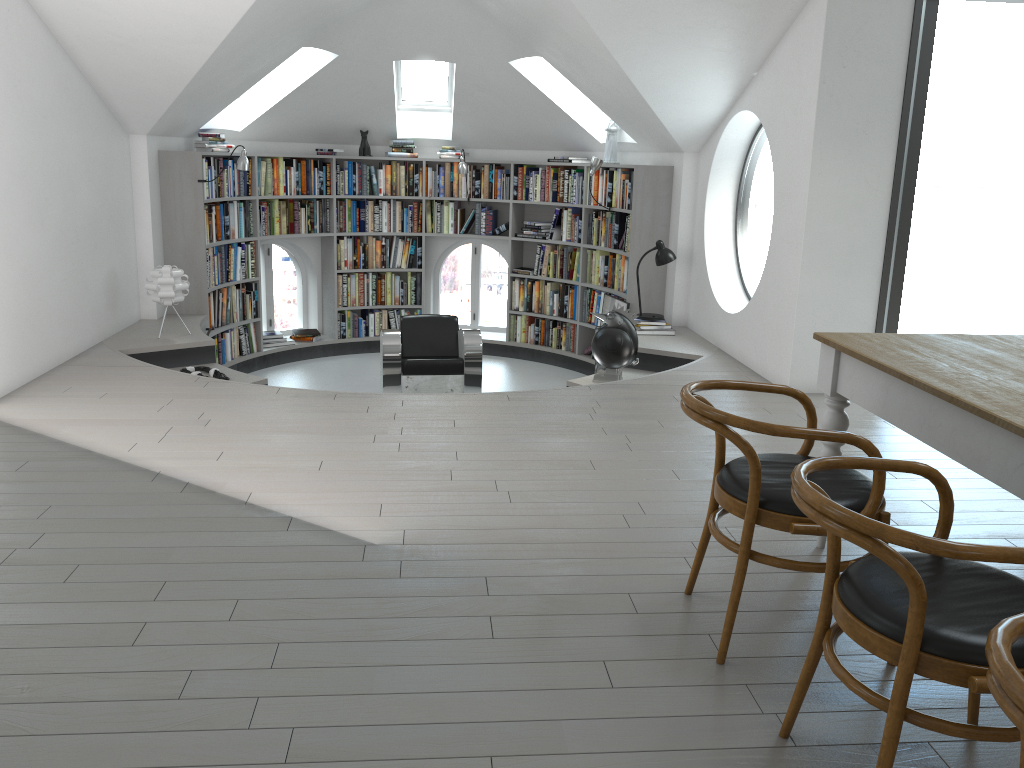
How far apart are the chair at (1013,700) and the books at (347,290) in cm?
834

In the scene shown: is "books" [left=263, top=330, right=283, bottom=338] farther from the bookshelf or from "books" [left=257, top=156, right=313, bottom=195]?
"books" [left=257, top=156, right=313, bottom=195]

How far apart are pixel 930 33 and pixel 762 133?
14.02m

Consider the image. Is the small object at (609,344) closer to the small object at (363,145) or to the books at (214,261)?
the books at (214,261)

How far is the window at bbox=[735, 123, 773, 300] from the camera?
18.5 meters

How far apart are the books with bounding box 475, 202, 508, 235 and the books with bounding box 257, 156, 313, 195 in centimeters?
172cm

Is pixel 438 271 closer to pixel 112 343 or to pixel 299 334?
pixel 299 334

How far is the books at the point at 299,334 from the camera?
9.1m

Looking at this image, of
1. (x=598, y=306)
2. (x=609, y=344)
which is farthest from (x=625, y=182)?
(x=609, y=344)

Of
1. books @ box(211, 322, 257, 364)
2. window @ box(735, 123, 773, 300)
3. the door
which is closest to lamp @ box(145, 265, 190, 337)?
books @ box(211, 322, 257, 364)
